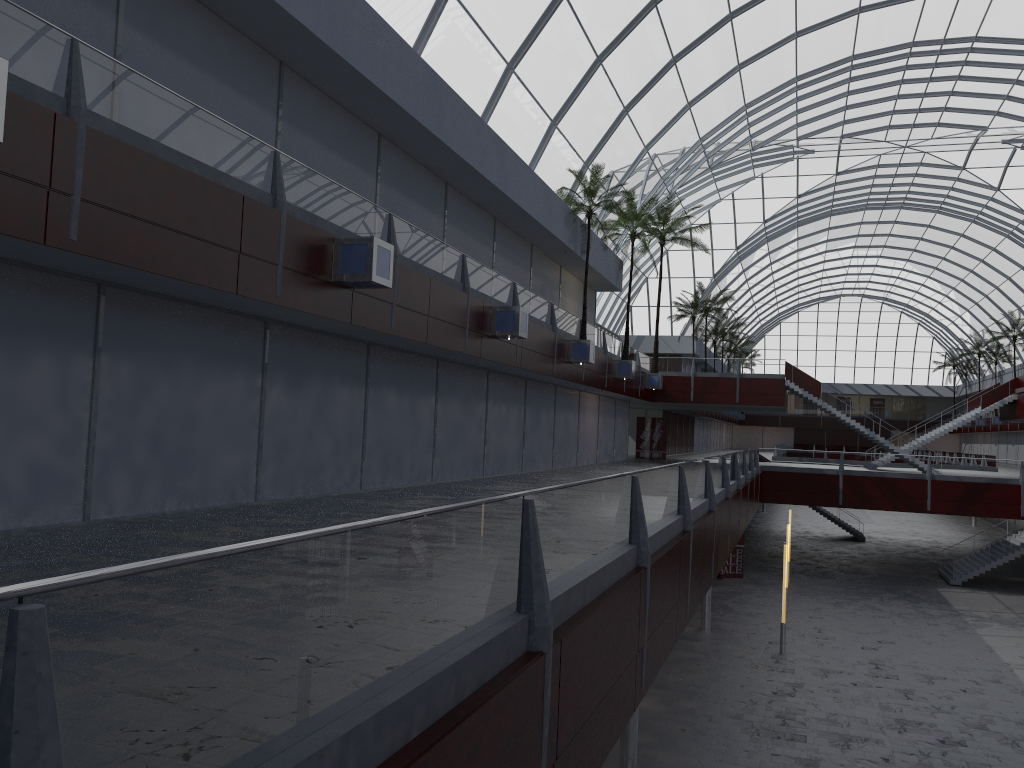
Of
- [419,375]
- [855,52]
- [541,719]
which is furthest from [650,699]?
[855,52]

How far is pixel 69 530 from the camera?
14.31m
